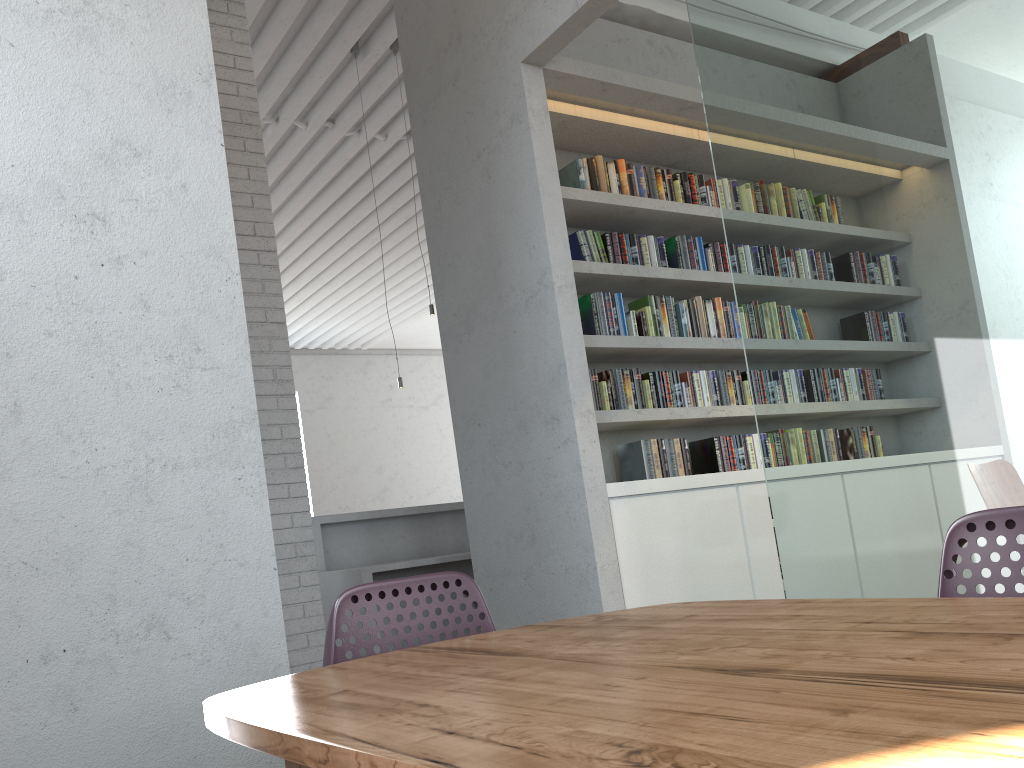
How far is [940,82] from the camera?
2.6m
